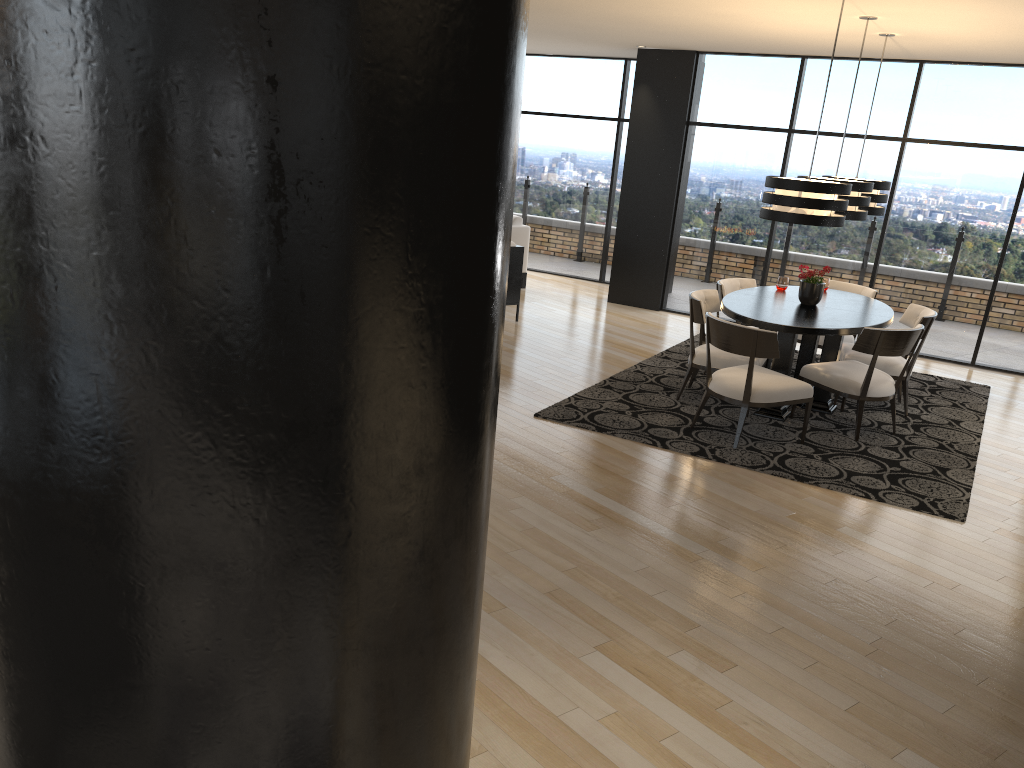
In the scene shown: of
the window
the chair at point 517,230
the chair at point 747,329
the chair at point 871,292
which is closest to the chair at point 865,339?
the chair at point 747,329

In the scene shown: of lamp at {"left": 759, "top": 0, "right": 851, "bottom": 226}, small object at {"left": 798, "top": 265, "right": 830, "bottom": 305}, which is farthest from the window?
lamp at {"left": 759, "top": 0, "right": 851, "bottom": 226}

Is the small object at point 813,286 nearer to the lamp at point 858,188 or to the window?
the lamp at point 858,188

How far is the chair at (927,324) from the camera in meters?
6.5 m

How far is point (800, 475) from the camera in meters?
5.3

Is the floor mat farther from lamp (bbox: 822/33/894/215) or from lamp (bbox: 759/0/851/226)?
lamp (bbox: 822/33/894/215)

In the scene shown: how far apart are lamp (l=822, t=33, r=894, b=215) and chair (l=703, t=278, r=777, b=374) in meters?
1.1 m

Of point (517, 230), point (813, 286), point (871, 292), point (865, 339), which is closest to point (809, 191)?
point (865, 339)

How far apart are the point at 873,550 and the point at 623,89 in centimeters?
825cm

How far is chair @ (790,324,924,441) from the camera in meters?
5.9 m
